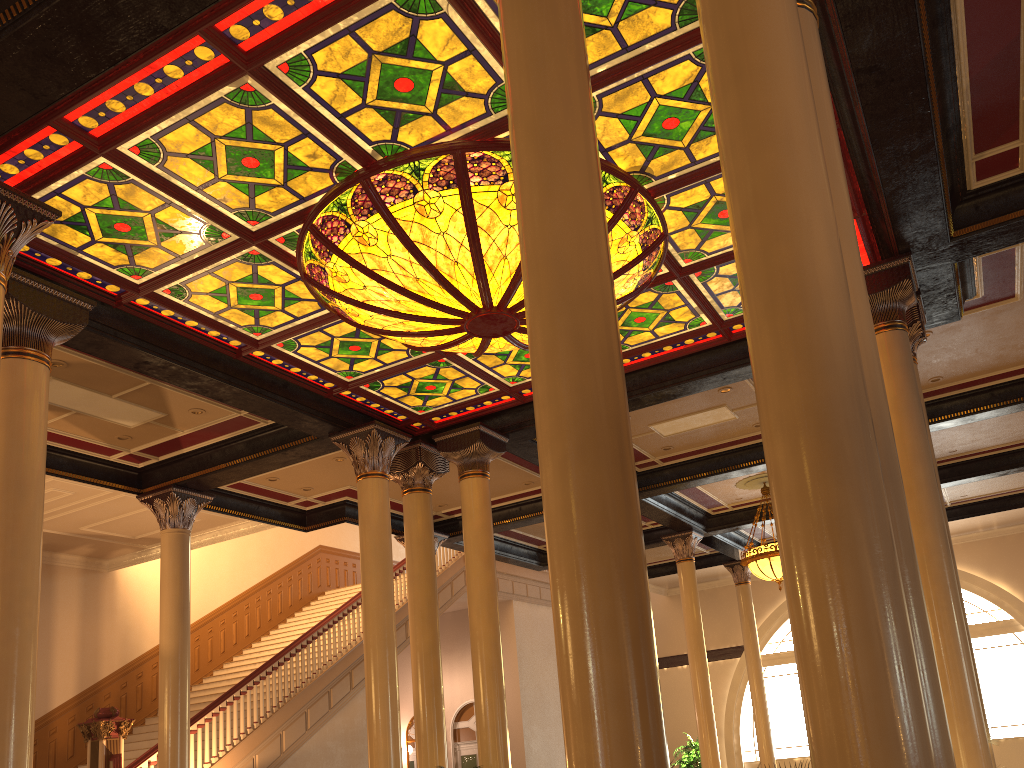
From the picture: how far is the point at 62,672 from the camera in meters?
14.7

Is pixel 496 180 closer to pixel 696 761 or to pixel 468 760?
pixel 696 761

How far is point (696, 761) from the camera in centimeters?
1526cm

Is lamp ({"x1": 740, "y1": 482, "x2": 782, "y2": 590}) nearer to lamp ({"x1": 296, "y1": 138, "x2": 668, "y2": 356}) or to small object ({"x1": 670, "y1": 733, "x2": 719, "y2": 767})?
small object ({"x1": 670, "y1": 733, "x2": 719, "y2": 767})

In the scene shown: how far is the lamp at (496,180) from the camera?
6.2 meters

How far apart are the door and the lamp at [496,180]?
14.46m

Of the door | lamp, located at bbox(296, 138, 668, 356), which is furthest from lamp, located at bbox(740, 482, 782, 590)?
the door

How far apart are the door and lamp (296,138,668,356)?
14.46m

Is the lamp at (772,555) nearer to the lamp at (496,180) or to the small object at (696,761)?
the small object at (696,761)

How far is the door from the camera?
20.2m
